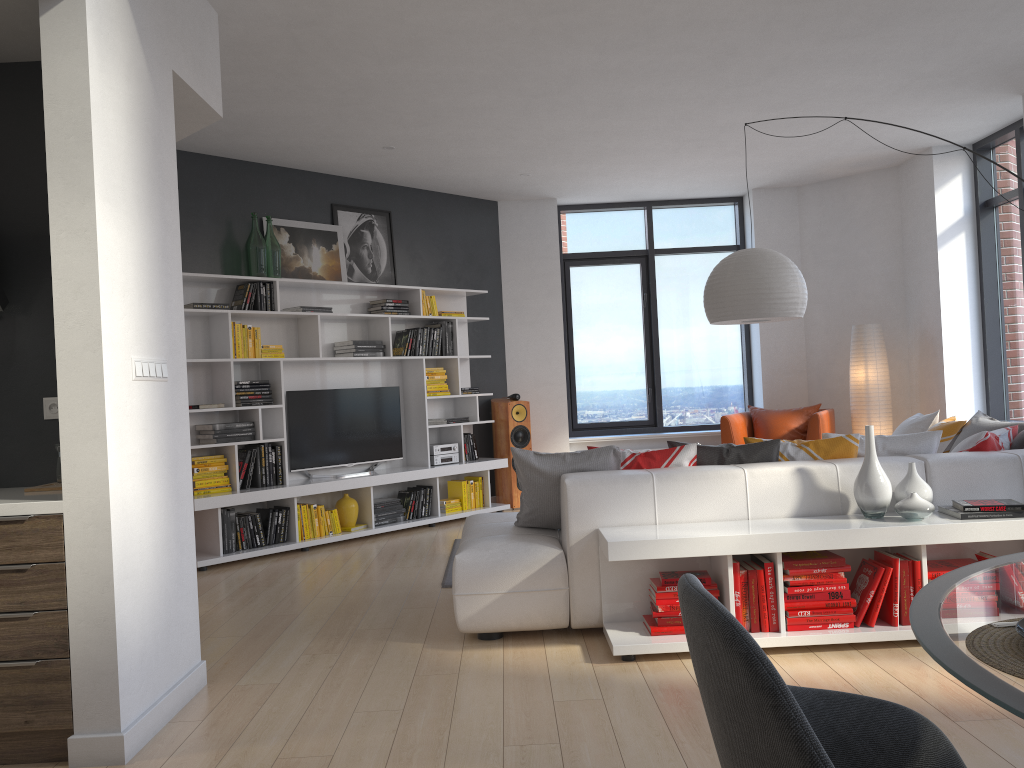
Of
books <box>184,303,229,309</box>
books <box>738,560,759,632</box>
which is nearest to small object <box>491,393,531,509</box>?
books <box>184,303,229,309</box>

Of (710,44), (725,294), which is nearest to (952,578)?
(725,294)

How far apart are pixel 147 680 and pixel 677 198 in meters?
7.4 m

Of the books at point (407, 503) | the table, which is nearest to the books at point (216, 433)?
the books at point (407, 503)

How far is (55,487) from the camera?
3.2m

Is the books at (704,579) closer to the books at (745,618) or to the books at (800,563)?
the books at (745,618)

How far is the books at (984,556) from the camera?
3.78m

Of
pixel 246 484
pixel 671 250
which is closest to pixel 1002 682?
pixel 246 484

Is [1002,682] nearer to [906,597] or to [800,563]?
[800,563]

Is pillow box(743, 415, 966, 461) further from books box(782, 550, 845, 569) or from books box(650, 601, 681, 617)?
books box(650, 601, 681, 617)
